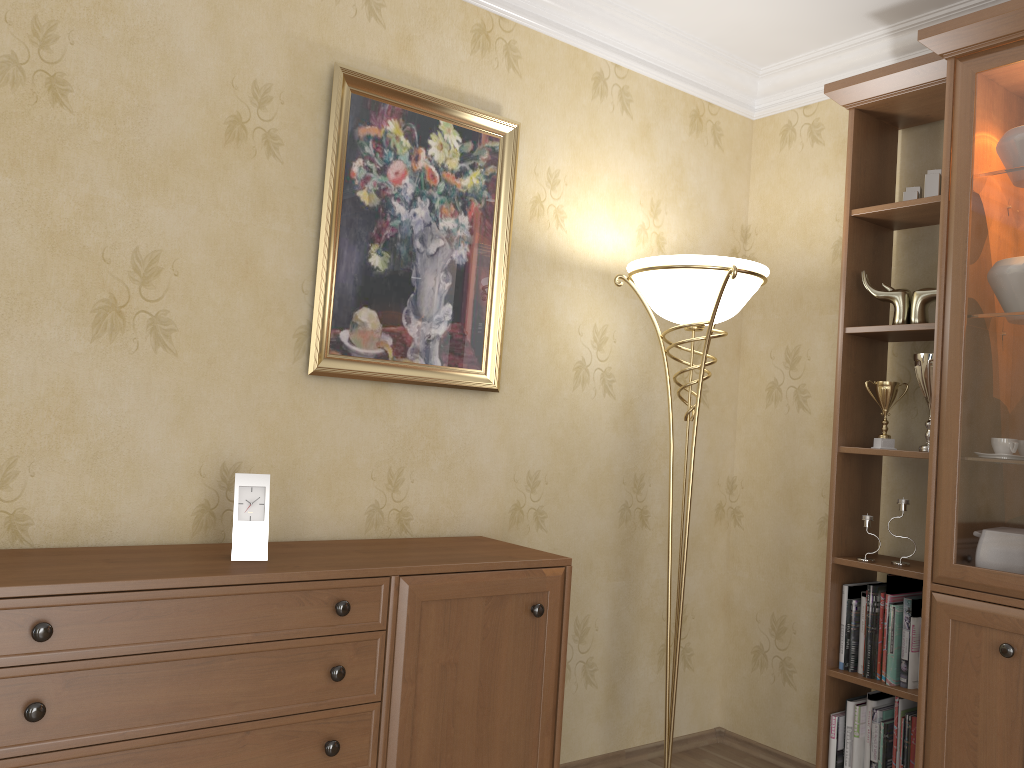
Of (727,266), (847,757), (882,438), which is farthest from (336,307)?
(847,757)

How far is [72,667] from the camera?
1.7m

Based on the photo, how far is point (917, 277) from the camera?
3.0 meters

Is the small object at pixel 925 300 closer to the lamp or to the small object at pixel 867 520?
the lamp

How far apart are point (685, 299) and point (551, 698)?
1.19m

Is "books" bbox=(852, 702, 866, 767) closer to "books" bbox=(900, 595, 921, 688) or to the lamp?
"books" bbox=(900, 595, 921, 688)

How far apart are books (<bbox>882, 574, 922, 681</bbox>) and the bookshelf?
0.0 meters

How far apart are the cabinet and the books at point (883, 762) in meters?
1.0

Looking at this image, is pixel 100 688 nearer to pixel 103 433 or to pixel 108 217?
pixel 103 433

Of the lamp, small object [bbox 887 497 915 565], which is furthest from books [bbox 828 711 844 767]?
small object [bbox 887 497 915 565]
